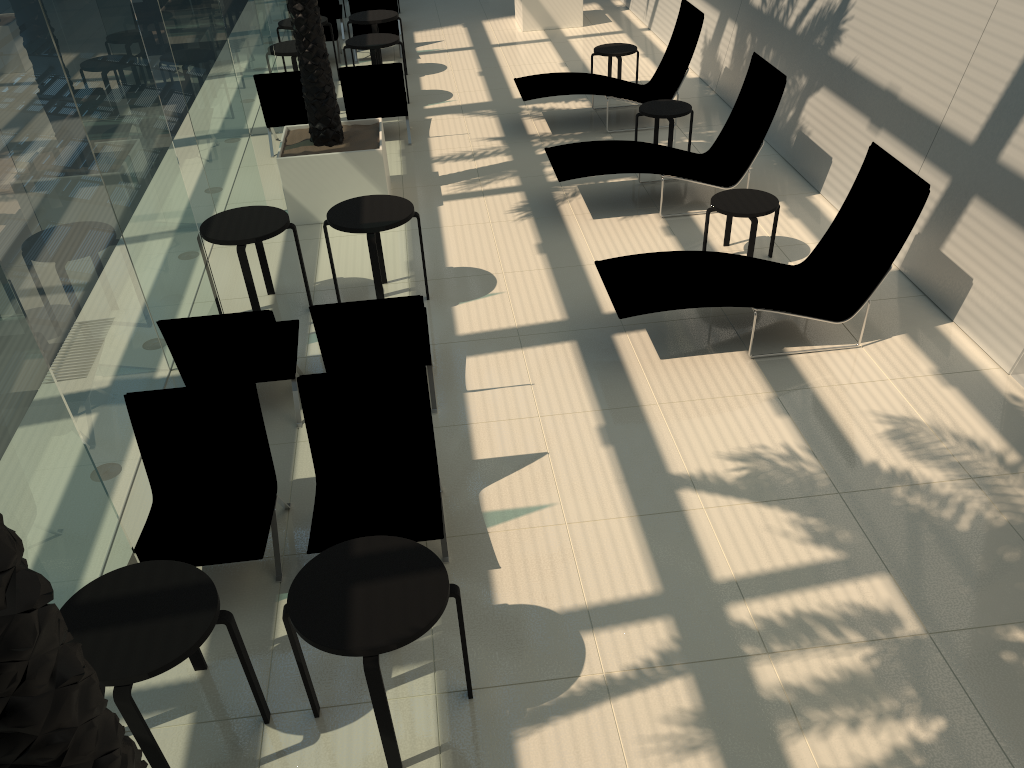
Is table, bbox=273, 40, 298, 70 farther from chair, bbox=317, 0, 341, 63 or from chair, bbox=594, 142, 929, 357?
chair, bbox=594, 142, 929, 357

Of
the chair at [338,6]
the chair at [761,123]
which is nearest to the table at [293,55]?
the chair at [338,6]

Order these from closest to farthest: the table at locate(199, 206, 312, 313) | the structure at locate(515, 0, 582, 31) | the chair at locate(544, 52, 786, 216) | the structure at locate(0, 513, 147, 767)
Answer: the structure at locate(0, 513, 147, 767) → the table at locate(199, 206, 312, 313) → the chair at locate(544, 52, 786, 216) → the structure at locate(515, 0, 582, 31)

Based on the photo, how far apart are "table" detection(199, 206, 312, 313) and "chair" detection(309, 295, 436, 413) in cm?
142

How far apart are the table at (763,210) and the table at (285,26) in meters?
7.8 m

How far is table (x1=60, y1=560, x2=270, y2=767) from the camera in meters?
3.3

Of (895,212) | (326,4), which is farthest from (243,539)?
(326,4)

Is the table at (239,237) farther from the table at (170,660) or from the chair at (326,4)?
the chair at (326,4)

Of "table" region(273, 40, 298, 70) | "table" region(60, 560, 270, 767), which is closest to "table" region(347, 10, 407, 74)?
"table" region(273, 40, 298, 70)

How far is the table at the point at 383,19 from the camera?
12.78m
